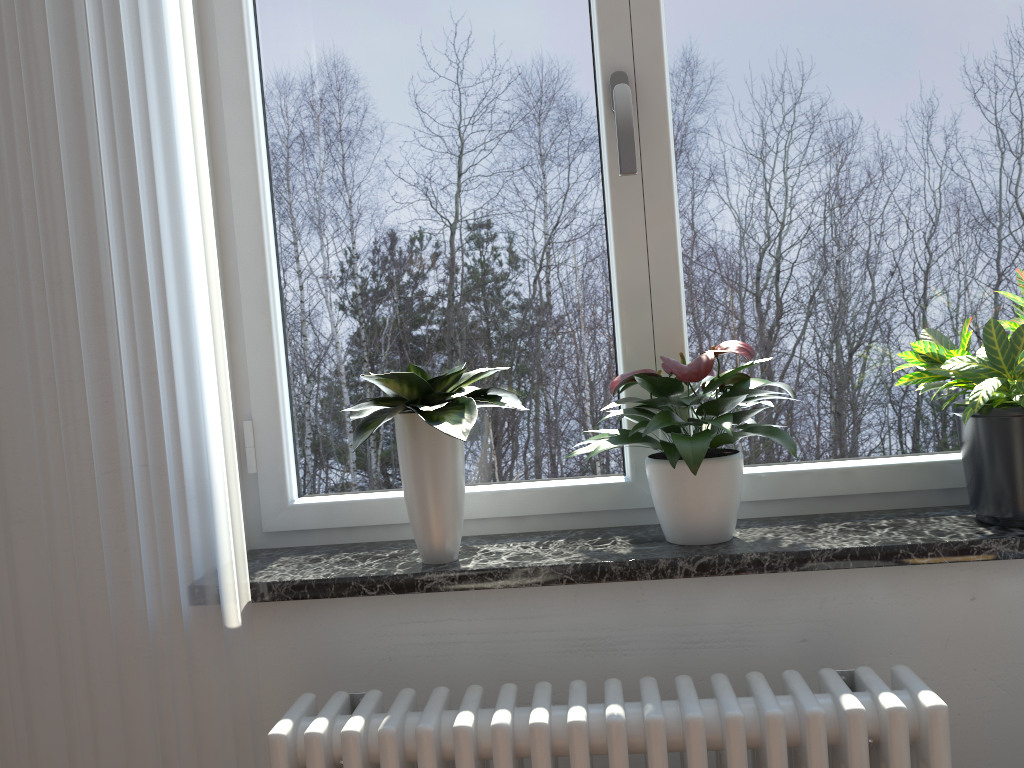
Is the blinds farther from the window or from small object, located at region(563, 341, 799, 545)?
small object, located at region(563, 341, 799, 545)

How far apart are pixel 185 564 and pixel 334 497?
0.3 meters

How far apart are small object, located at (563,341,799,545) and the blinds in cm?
54

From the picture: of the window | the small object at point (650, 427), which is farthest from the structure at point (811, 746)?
the window

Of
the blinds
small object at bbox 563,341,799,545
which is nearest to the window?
small object at bbox 563,341,799,545

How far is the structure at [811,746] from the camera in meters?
1.1 m

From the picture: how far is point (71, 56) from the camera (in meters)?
1.28

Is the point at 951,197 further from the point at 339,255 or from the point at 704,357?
the point at 339,255

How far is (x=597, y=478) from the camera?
1.6 meters

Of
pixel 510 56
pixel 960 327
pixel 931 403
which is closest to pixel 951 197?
pixel 960 327
